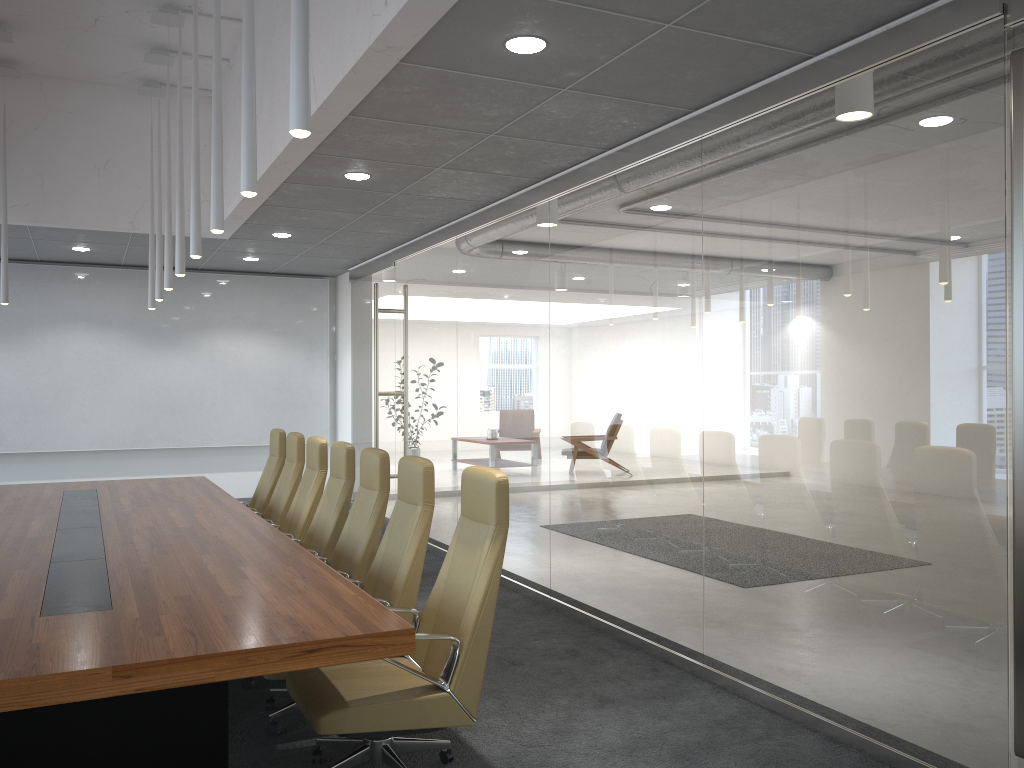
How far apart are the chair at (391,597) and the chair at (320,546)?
1.07m

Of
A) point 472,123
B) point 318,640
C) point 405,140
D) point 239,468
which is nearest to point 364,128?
point 405,140

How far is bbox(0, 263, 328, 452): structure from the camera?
11.6m

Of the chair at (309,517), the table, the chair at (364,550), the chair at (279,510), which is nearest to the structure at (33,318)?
the table

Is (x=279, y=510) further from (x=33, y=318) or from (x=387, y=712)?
(x=33, y=318)

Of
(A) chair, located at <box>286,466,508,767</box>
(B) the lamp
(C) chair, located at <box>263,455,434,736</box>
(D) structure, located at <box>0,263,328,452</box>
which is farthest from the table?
(D) structure, located at <box>0,263,328,452</box>

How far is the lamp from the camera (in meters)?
2.88

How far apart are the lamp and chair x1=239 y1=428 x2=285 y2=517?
1.65m

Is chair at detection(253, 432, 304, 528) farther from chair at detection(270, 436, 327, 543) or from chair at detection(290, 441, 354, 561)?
chair at detection(290, 441, 354, 561)

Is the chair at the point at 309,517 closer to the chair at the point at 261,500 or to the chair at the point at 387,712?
the chair at the point at 261,500
